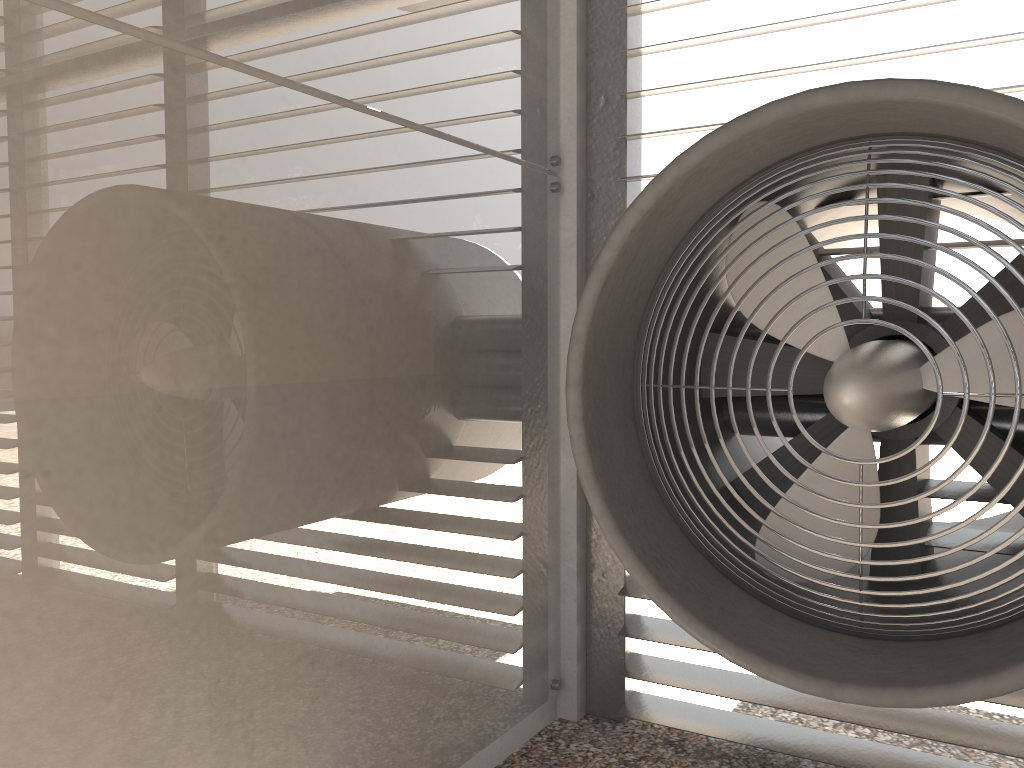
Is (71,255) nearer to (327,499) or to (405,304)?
(327,499)
